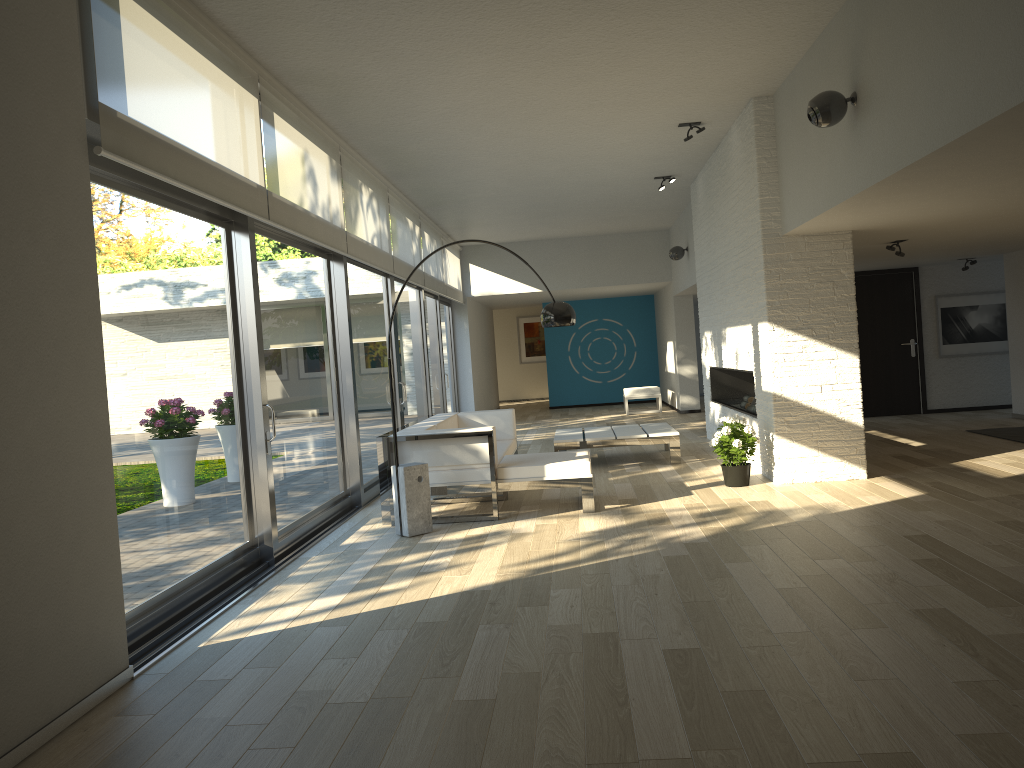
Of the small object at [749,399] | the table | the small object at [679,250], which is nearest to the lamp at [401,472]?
the table

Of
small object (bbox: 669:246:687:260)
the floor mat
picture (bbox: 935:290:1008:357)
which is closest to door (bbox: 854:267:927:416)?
picture (bbox: 935:290:1008:357)

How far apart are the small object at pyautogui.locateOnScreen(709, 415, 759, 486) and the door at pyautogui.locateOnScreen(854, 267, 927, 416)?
5.42m

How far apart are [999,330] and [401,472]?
9.27m

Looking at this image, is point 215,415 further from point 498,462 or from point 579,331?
point 579,331

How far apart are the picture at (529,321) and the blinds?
7.73m

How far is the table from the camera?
8.62m

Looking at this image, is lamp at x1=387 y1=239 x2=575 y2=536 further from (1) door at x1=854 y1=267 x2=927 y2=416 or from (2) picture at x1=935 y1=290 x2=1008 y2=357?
(2) picture at x1=935 y1=290 x2=1008 y2=357

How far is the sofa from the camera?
6.4 meters

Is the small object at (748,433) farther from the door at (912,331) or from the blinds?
the door at (912,331)
